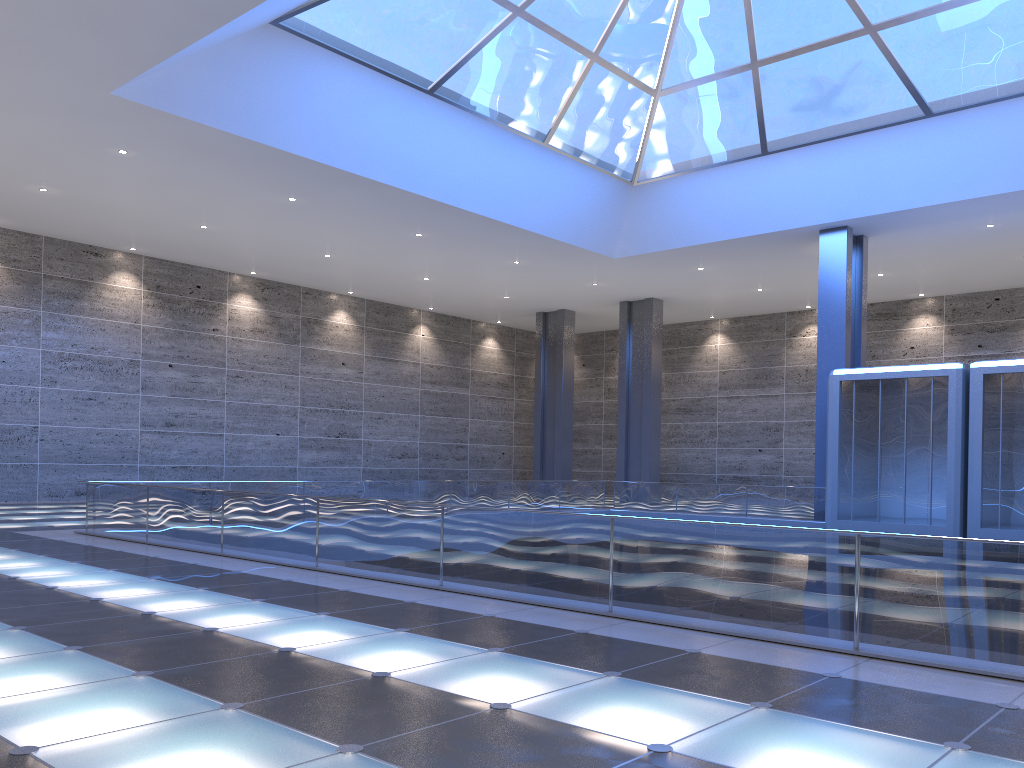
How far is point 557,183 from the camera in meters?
27.7 m

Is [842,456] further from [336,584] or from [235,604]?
[235,604]
